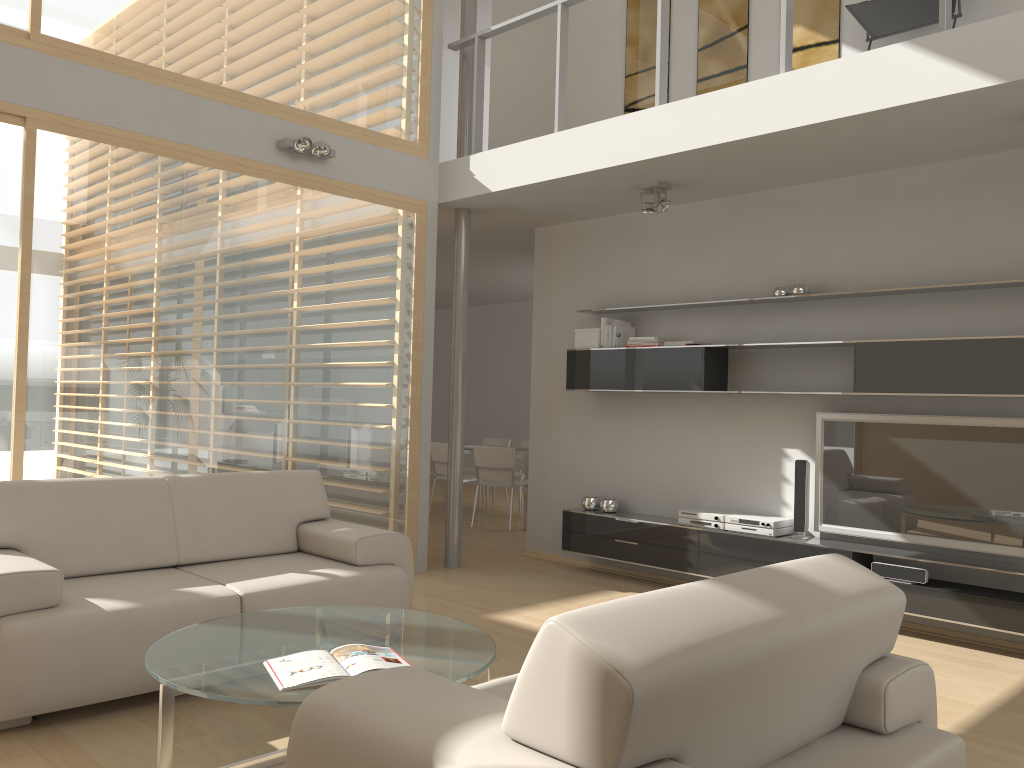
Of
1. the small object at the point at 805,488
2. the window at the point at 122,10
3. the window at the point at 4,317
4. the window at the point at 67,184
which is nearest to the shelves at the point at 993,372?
the small object at the point at 805,488

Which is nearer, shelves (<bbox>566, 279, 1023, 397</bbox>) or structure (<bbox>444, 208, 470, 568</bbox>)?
shelves (<bbox>566, 279, 1023, 397</bbox>)

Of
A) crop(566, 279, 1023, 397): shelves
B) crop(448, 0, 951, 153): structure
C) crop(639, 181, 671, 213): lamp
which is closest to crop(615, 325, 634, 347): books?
crop(566, 279, 1023, 397): shelves

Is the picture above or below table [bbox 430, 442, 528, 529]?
above

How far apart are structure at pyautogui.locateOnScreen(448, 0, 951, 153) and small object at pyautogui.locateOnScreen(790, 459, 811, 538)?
2.32m

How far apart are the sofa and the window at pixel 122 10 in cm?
242

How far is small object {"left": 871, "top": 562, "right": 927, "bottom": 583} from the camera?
4.83m

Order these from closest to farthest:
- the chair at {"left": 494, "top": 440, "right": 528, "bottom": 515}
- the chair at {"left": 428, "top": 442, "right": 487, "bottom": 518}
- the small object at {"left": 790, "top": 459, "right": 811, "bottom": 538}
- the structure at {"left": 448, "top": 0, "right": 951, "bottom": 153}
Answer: the structure at {"left": 448, "top": 0, "right": 951, "bottom": 153}, the small object at {"left": 790, "top": 459, "right": 811, "bottom": 538}, the chair at {"left": 428, "top": 442, "right": 487, "bottom": 518}, the chair at {"left": 494, "top": 440, "right": 528, "bottom": 515}

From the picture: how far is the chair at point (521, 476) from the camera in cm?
980

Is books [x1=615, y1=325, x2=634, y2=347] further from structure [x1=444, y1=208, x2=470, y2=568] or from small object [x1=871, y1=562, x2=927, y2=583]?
small object [x1=871, y1=562, x2=927, y2=583]
